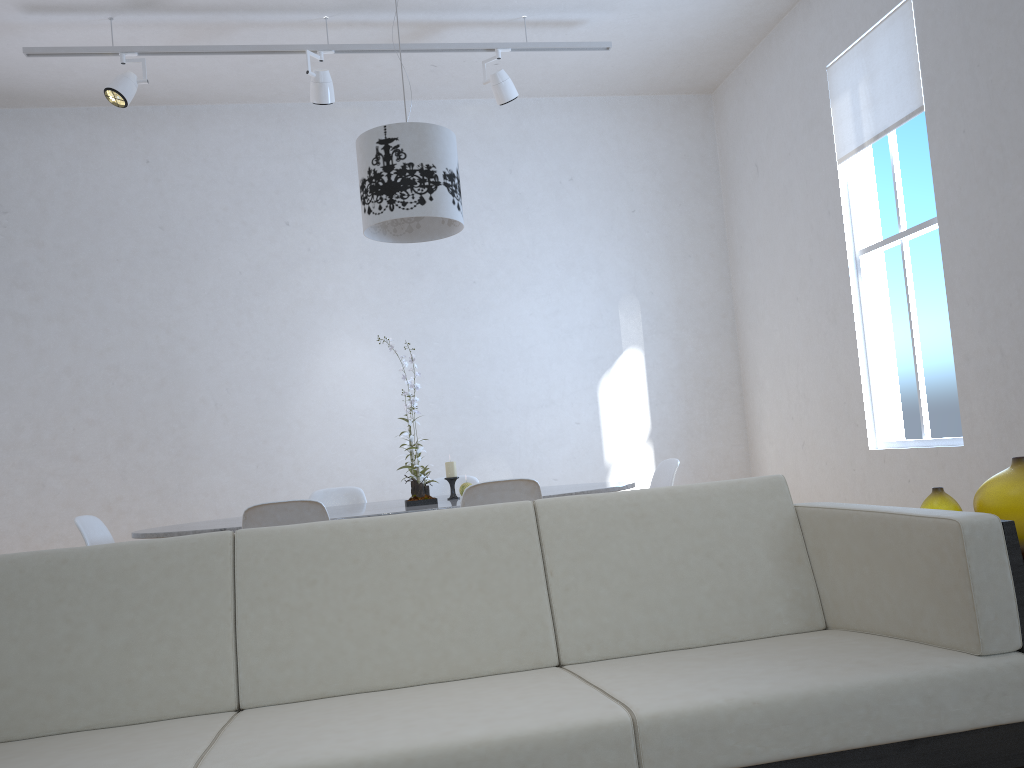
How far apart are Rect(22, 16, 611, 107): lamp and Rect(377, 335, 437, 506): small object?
2.3m

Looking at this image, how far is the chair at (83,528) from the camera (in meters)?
3.13

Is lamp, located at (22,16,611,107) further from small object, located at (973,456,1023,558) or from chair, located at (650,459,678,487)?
small object, located at (973,456,1023,558)

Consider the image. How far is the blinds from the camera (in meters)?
4.25

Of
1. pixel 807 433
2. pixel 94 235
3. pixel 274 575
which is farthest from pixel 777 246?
pixel 274 575

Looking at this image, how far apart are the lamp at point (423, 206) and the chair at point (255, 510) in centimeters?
117cm

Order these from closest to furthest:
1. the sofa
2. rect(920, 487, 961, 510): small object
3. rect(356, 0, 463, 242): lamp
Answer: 1. the sofa
2. rect(920, 487, 961, 510): small object
3. rect(356, 0, 463, 242): lamp

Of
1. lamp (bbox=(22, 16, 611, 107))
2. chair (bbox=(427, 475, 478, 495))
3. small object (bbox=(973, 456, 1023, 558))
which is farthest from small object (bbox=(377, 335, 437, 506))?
lamp (bbox=(22, 16, 611, 107))

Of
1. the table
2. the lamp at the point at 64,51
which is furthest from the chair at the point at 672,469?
the lamp at the point at 64,51

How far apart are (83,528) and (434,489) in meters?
1.6
